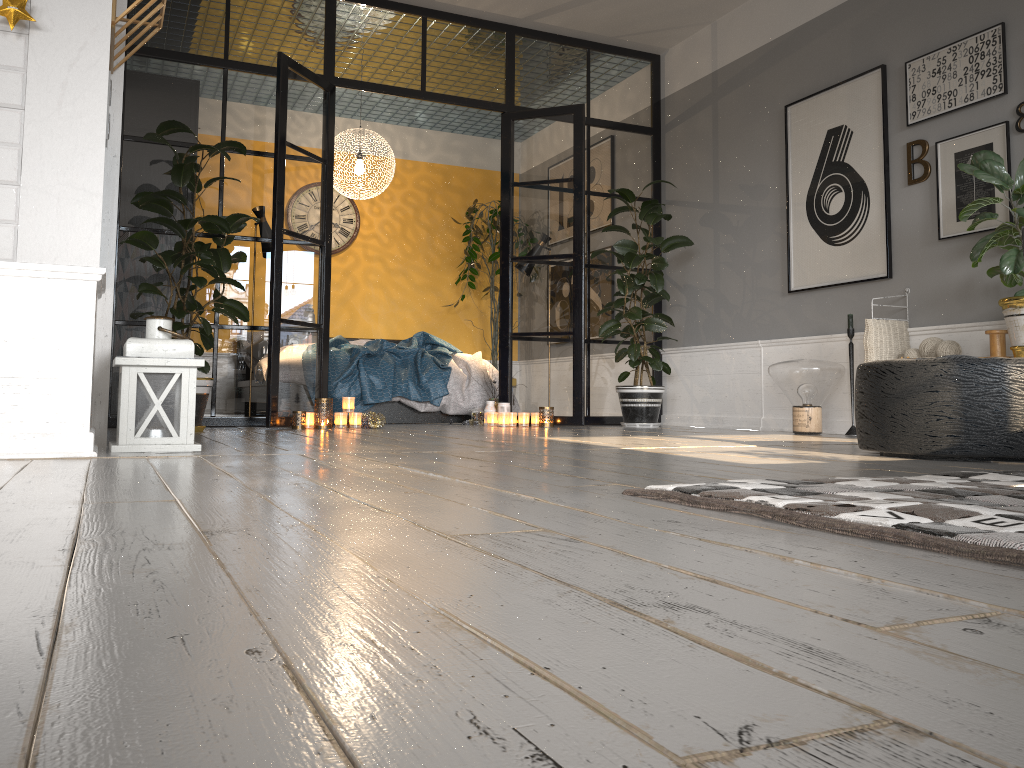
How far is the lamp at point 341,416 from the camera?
5.5m

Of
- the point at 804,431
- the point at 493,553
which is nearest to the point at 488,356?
the point at 804,431

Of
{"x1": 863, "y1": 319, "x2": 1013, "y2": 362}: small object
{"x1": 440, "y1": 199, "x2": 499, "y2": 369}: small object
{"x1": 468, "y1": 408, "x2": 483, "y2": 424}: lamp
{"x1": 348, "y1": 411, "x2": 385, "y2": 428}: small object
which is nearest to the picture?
{"x1": 863, "y1": 319, "x2": 1013, "y2": 362}: small object

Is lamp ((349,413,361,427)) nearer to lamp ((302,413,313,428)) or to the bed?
lamp ((302,413,313,428))

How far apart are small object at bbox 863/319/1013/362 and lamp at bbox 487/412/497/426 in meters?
2.5

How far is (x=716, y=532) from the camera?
1.3m

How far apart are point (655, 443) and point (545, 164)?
3.0m

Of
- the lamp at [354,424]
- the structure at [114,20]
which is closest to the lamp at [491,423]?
the lamp at [354,424]

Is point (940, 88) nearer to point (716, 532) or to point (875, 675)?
point (716, 532)

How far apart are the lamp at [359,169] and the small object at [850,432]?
4.1 meters
